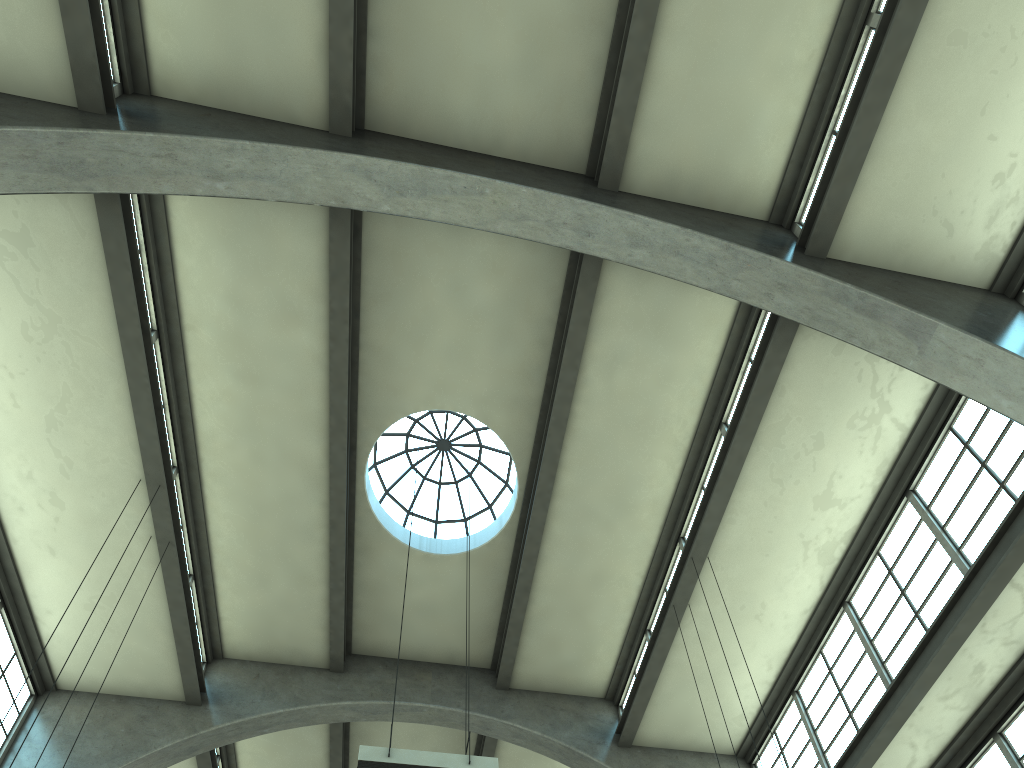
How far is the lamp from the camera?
7.7m

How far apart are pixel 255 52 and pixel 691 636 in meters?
10.2

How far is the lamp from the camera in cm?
772

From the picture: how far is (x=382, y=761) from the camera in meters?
7.7 m
